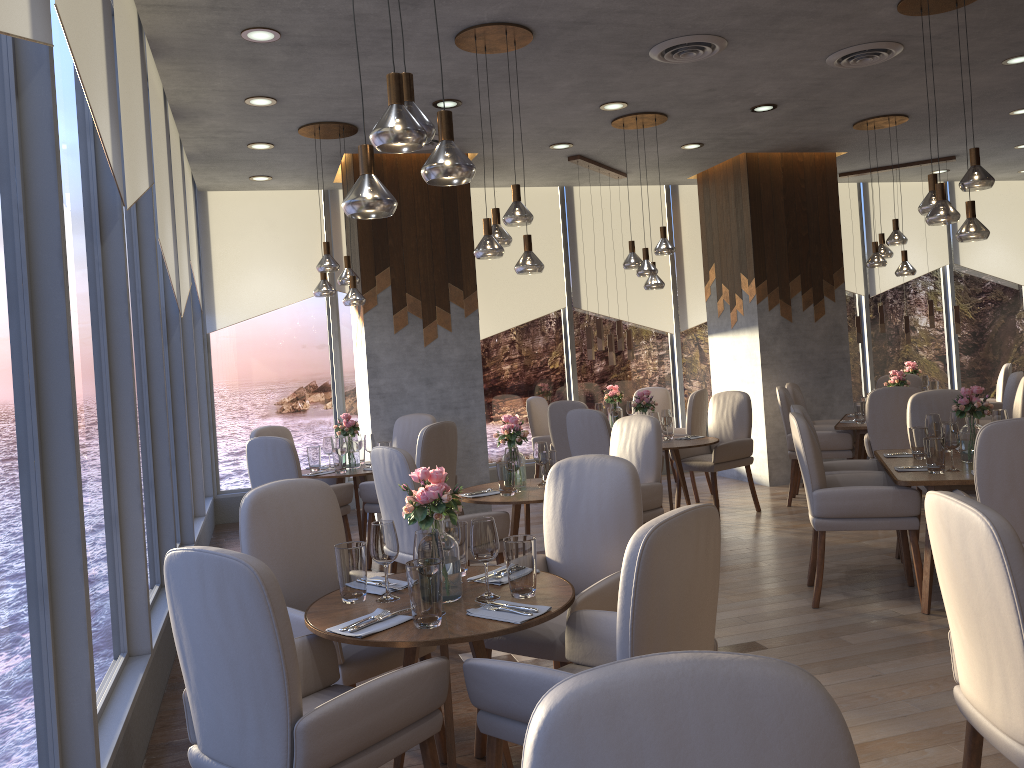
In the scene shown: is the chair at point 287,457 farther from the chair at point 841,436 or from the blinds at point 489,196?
the chair at point 841,436

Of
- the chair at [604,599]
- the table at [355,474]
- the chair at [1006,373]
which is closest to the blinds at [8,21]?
the chair at [604,599]

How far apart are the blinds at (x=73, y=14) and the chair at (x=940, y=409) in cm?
489

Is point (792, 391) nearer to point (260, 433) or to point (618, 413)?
point (618, 413)

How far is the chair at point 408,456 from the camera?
4.3 meters

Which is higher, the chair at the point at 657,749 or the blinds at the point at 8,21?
the blinds at the point at 8,21

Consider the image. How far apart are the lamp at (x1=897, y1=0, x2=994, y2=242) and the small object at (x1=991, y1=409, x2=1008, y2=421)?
1.02m

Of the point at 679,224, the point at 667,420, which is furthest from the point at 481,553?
the point at 679,224

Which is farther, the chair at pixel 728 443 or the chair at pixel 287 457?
the chair at pixel 728 443

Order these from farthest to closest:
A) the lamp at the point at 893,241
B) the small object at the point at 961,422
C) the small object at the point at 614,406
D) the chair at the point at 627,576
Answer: the small object at the point at 614,406
the lamp at the point at 893,241
the small object at the point at 961,422
the chair at the point at 627,576
